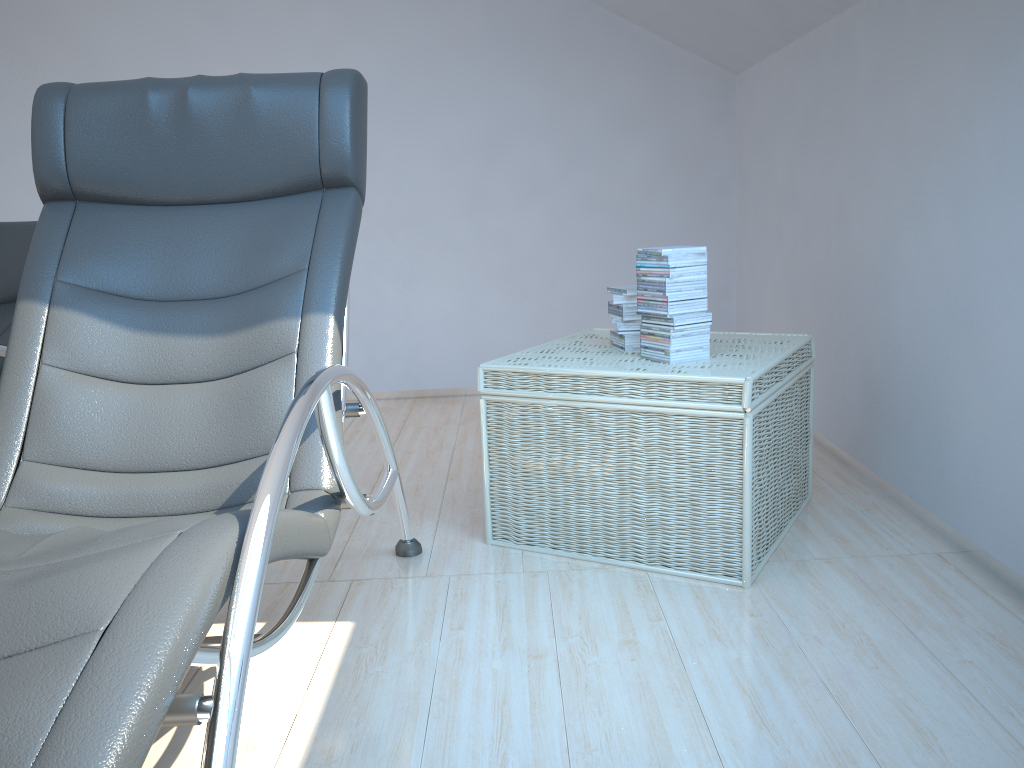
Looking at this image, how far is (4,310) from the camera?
2.54m

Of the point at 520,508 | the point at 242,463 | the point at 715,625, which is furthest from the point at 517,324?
the point at 242,463

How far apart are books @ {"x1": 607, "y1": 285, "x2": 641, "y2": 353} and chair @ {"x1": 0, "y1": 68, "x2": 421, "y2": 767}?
0.7 meters

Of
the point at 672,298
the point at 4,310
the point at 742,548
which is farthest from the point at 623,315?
the point at 4,310

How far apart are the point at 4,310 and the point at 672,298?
1.9m

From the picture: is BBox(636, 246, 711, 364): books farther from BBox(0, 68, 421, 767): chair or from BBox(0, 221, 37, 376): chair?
BBox(0, 221, 37, 376): chair

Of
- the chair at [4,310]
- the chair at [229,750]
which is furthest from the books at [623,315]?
the chair at [4,310]

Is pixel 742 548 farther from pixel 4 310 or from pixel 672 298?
pixel 4 310

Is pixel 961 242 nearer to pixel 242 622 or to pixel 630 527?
pixel 630 527

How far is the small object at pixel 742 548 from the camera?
2.1 meters
